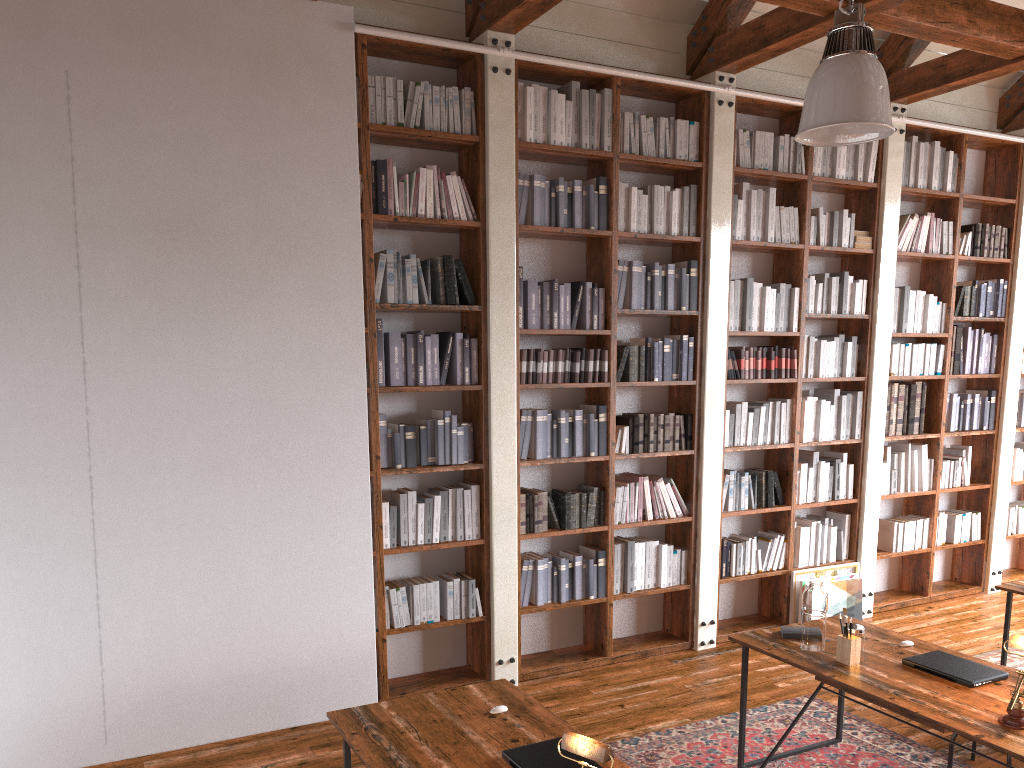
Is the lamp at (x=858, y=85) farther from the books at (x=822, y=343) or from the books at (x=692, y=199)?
the books at (x=822, y=343)

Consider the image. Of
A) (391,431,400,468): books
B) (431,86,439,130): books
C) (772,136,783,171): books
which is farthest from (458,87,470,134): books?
(772,136,783,171): books

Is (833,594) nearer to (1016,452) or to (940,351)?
(940,351)

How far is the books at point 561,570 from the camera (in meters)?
5.21

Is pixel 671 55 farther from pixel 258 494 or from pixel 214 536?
pixel 214 536

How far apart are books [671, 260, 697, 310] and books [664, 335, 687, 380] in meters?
0.2

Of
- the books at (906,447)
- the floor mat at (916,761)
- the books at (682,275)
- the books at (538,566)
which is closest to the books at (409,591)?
the books at (538,566)

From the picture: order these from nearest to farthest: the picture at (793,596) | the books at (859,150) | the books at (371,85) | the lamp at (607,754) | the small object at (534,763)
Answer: the lamp at (607,754) < the small object at (534,763) < the books at (371,85) < the picture at (793,596) < the books at (859,150)

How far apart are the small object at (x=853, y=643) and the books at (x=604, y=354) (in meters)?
2.17

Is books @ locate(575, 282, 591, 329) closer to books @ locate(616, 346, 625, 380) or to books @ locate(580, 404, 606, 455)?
books @ locate(616, 346, 625, 380)
